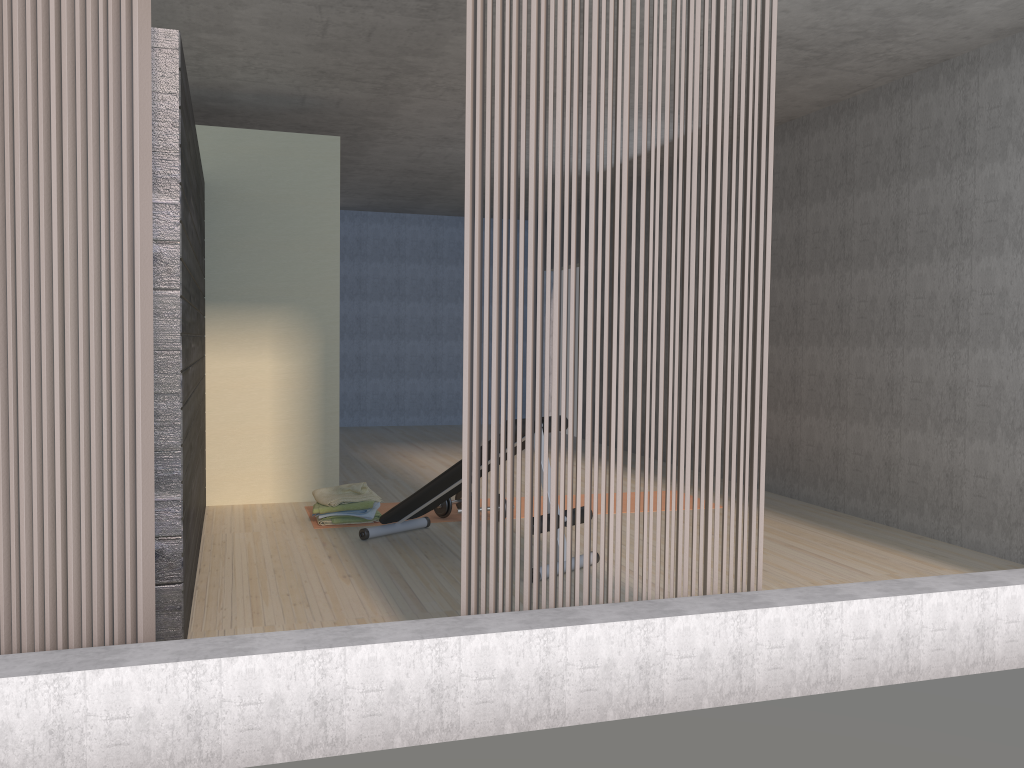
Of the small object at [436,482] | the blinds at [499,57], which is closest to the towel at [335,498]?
the small object at [436,482]

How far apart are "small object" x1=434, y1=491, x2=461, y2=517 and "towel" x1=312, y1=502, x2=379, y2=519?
0.39m

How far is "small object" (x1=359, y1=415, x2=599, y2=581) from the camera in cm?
466

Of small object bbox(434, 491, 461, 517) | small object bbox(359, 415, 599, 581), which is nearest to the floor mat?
small object bbox(434, 491, 461, 517)

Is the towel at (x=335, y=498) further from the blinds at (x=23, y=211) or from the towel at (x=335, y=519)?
the blinds at (x=23, y=211)

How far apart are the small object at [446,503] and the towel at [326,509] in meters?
0.5

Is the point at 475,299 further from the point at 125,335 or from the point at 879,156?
the point at 879,156

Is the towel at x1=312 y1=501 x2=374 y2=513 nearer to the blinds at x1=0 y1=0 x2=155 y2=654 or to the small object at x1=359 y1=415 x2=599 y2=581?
the small object at x1=359 y1=415 x2=599 y2=581

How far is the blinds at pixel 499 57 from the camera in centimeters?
276cm

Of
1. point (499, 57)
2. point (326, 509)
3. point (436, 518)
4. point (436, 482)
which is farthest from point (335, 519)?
point (499, 57)
